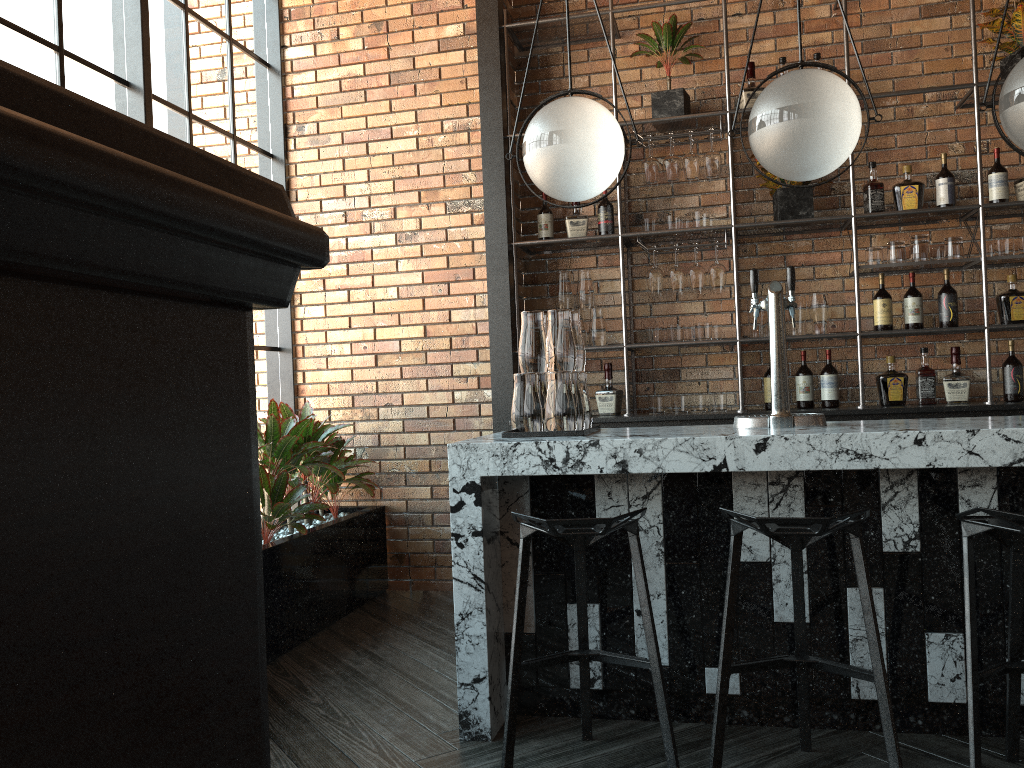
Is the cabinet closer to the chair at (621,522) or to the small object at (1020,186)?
the small object at (1020,186)

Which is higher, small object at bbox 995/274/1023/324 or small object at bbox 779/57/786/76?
small object at bbox 779/57/786/76

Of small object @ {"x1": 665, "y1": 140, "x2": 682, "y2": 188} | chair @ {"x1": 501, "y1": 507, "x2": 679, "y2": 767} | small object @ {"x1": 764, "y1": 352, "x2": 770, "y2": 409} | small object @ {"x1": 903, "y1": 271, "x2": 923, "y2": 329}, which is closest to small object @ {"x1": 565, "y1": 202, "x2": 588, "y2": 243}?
small object @ {"x1": 665, "y1": 140, "x2": 682, "y2": 188}

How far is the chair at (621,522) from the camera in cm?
229

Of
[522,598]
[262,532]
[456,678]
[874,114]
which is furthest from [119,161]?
[874,114]

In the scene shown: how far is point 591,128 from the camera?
2.8 meters

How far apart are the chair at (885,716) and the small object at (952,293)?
2.42m

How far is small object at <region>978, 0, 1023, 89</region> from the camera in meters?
4.2

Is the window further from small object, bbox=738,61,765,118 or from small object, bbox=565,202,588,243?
small object, bbox=738,61,765,118

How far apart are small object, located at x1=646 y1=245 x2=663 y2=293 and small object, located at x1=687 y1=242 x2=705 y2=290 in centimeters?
15cm
